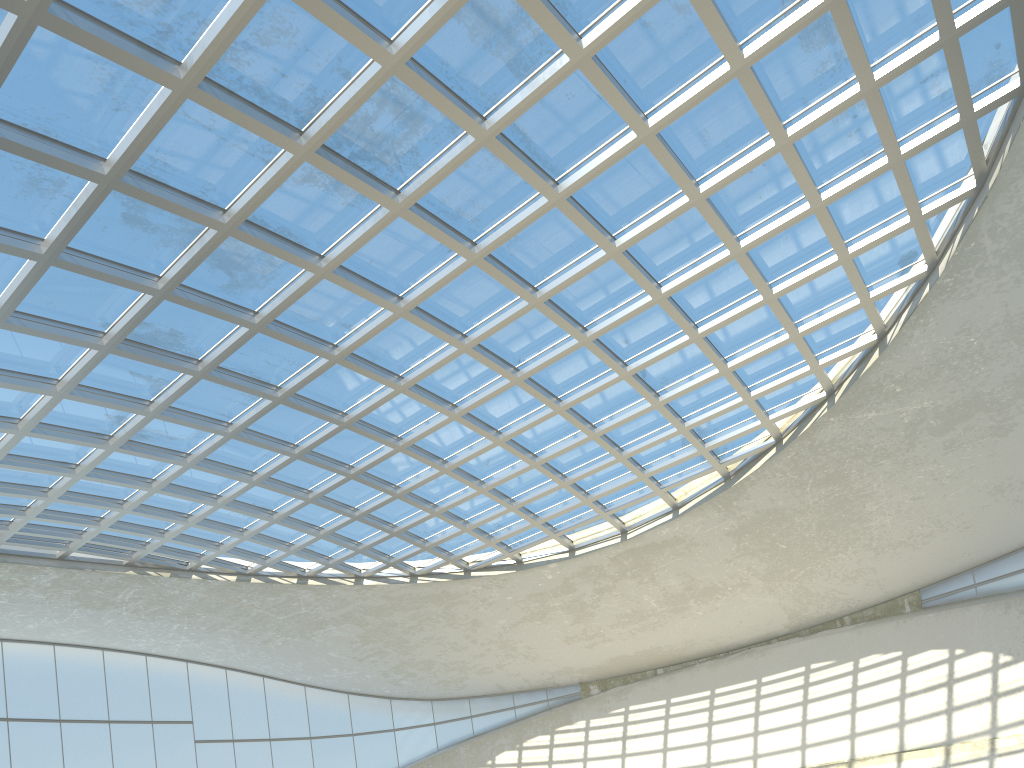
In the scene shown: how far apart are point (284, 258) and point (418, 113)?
11.2 meters
